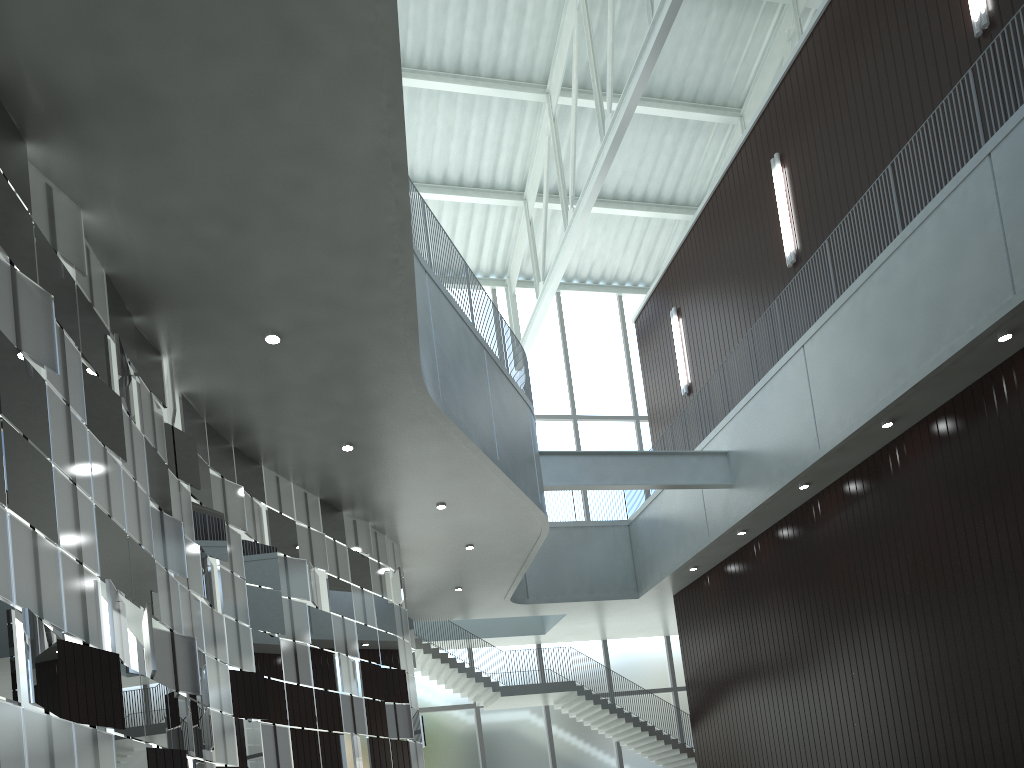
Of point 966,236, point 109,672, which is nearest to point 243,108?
point 109,672

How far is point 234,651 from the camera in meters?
35.1 m
